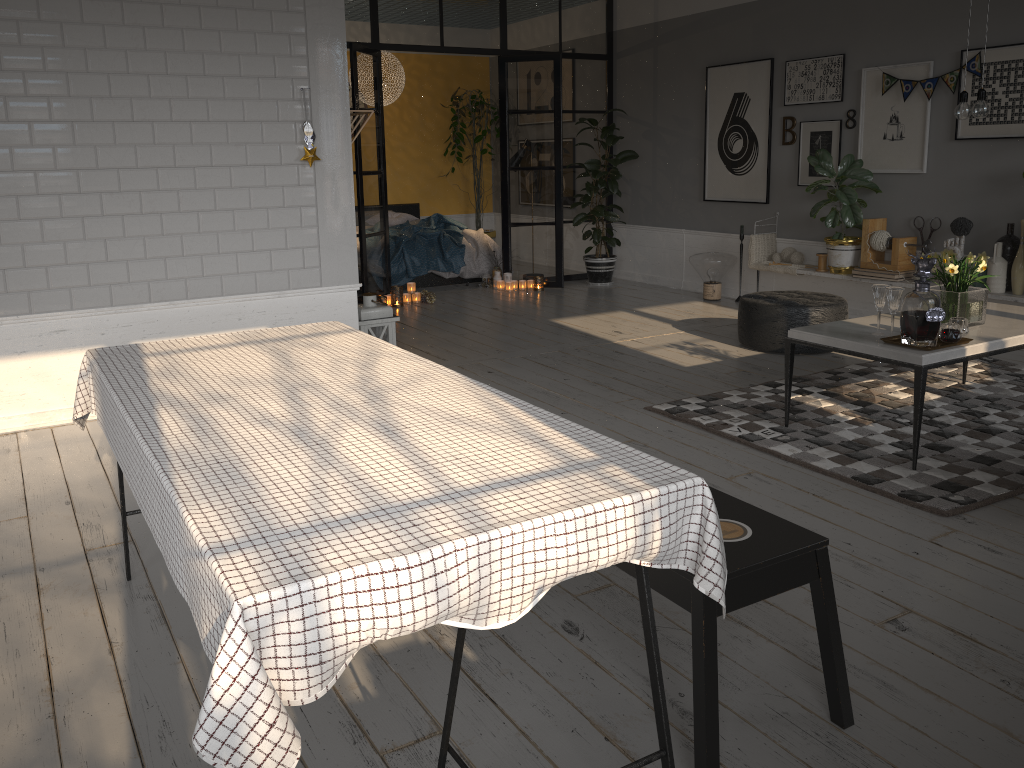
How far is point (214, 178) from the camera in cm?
480

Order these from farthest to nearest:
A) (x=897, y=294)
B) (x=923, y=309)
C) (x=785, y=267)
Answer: (x=785, y=267) → (x=897, y=294) → (x=923, y=309)

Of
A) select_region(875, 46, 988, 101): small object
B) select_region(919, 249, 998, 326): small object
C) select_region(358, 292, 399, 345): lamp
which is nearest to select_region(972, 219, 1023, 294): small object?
select_region(875, 46, 988, 101): small object

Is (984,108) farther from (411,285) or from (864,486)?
(411,285)

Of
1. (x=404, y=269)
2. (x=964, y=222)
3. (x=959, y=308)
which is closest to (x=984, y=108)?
(x=959, y=308)

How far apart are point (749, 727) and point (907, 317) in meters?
2.2 m

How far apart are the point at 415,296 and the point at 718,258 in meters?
2.8 m

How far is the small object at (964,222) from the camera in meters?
6.0

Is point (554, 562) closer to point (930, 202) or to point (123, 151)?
point (123, 151)

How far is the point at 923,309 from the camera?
3.69m
